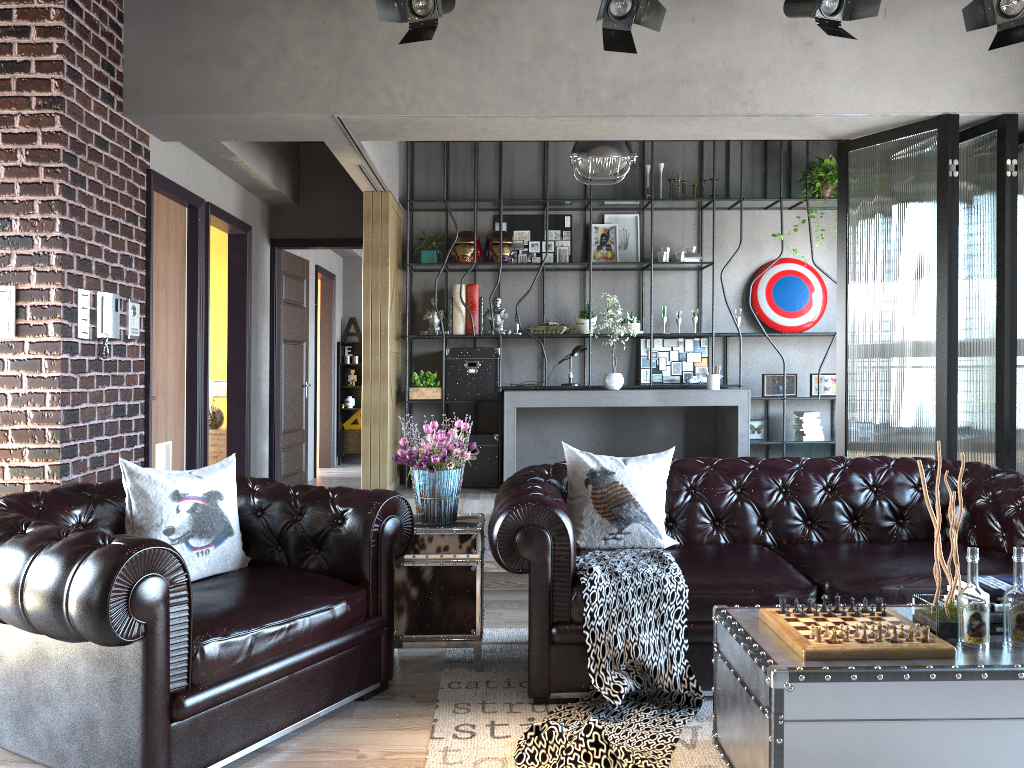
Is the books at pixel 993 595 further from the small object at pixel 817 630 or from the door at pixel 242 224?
the door at pixel 242 224

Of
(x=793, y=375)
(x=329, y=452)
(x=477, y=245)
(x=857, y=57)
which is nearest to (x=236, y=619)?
(x=857, y=57)

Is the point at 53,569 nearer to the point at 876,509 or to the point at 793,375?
the point at 876,509

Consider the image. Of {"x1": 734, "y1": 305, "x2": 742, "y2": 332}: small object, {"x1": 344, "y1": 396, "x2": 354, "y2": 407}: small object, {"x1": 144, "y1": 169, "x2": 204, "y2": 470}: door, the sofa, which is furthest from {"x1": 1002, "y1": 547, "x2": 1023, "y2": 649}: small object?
{"x1": 344, "y1": 396, "x2": 354, "y2": 407}: small object

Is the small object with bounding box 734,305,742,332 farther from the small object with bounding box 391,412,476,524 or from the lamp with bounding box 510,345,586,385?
the small object with bounding box 391,412,476,524

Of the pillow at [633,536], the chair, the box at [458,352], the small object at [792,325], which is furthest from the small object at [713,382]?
the chair

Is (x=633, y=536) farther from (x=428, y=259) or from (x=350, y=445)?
(x=350, y=445)

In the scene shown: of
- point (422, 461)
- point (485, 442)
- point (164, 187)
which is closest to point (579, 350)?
point (485, 442)

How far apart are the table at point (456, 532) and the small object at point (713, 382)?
4.3m

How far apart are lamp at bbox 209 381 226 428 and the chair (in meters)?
4.24
